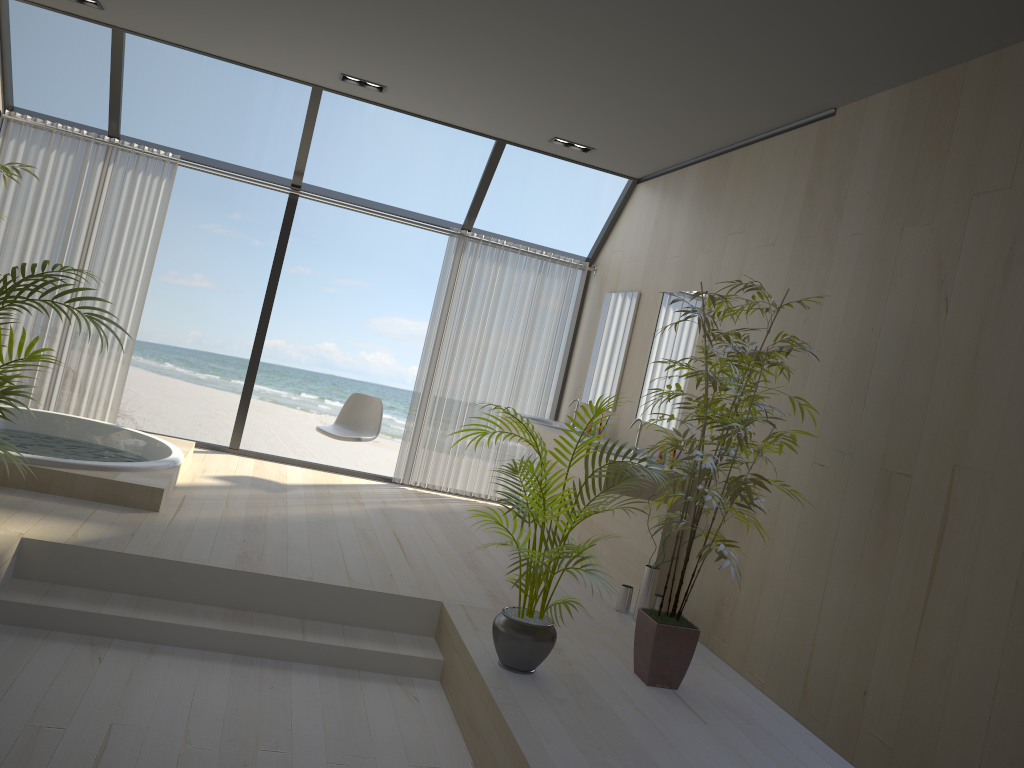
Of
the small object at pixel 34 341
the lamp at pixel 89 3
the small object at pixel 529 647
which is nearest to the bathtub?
the small object at pixel 34 341

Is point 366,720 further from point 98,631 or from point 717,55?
point 717,55

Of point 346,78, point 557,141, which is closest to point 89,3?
point 346,78

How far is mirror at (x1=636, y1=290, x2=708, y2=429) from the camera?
5.38m

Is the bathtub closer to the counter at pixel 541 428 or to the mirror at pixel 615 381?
the counter at pixel 541 428

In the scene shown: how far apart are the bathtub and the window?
0.7 meters

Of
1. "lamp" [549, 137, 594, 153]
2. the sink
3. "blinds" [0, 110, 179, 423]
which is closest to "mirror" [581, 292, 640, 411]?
the sink

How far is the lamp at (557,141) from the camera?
6.2m

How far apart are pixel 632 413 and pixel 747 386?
2.4m

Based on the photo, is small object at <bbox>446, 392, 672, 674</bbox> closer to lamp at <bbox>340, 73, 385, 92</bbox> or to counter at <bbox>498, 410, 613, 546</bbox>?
counter at <bbox>498, 410, 613, 546</bbox>
